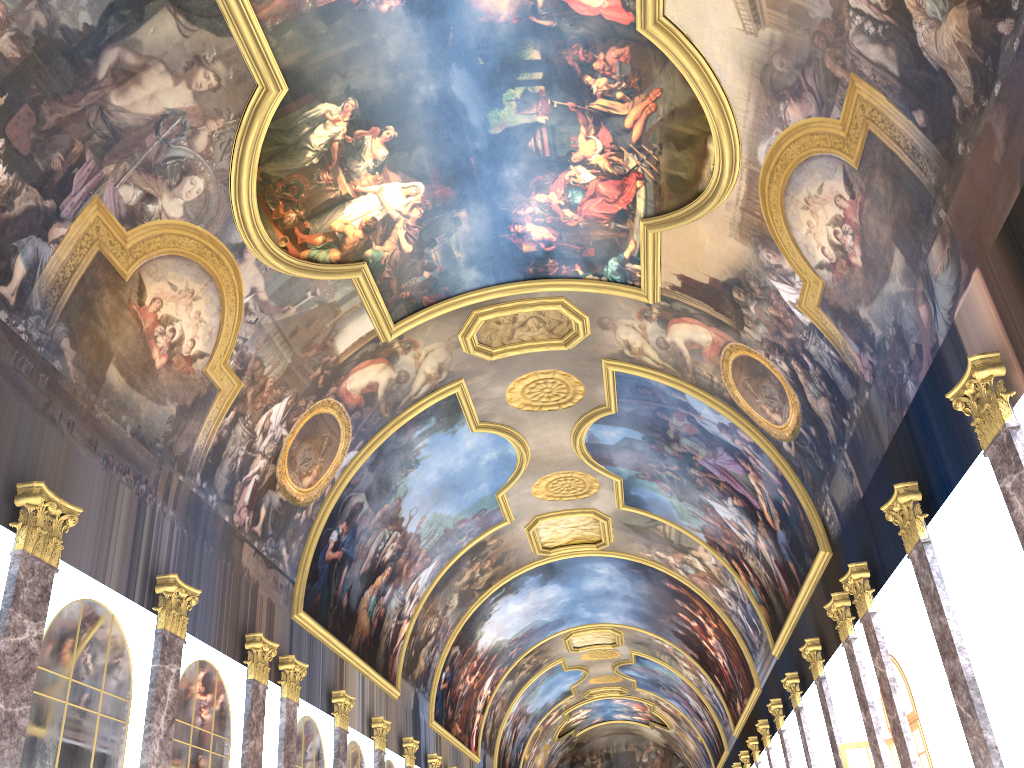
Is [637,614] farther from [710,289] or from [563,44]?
[563,44]

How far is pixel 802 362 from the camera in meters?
16.2 m
